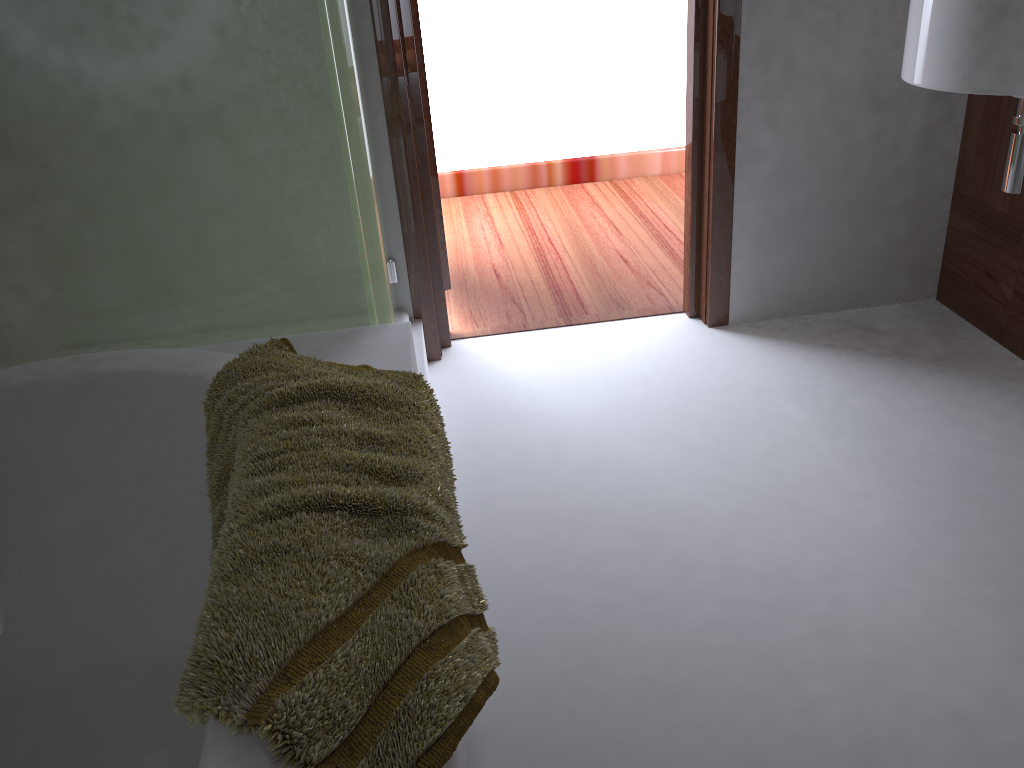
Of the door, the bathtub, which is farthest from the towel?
the door

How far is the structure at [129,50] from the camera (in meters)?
1.31

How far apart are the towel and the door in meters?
1.1

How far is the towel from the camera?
0.7m

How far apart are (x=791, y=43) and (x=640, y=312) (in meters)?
0.82

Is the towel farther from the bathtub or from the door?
the door

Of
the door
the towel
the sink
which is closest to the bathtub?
the towel

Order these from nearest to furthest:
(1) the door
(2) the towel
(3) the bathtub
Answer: A: 1. (2) the towel
2. (3) the bathtub
3. (1) the door

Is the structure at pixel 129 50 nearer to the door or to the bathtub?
the bathtub

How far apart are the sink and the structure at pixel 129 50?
1.09m
